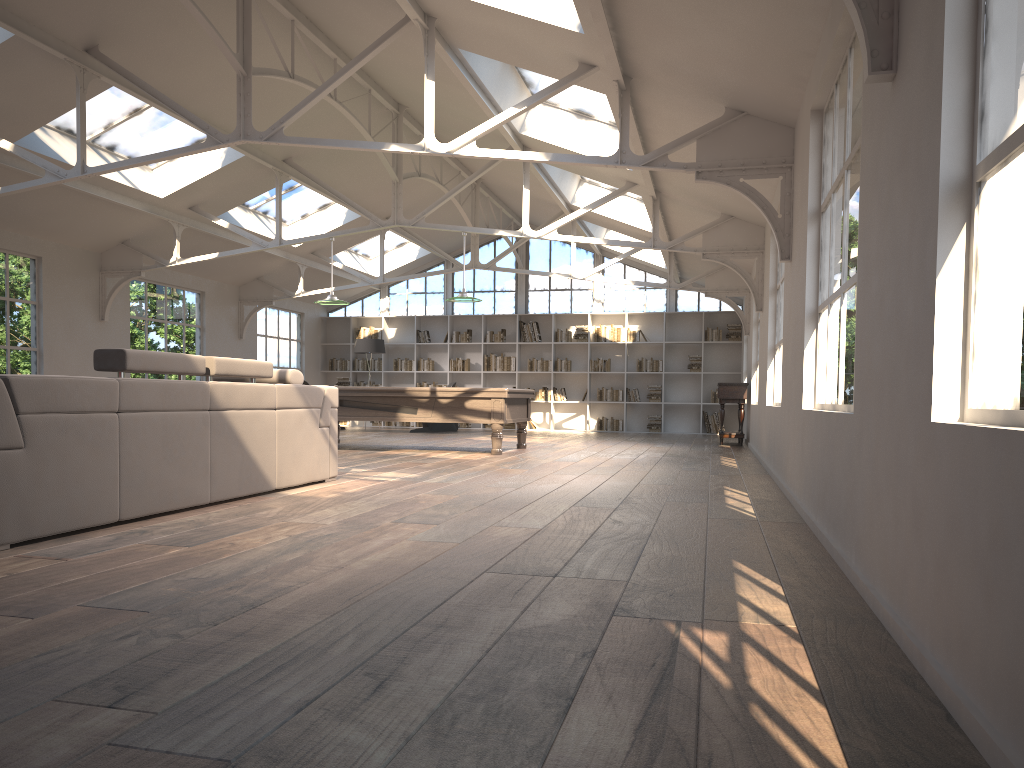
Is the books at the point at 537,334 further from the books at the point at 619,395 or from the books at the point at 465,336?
the books at the point at 619,395

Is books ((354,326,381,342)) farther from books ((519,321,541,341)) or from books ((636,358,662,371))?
books ((636,358,662,371))

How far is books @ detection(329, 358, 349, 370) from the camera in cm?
1870

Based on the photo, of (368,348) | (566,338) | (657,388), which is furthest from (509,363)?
(657,388)

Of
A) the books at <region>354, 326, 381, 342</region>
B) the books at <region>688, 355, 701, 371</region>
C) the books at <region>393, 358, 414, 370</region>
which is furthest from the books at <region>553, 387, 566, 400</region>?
the books at <region>354, 326, 381, 342</region>

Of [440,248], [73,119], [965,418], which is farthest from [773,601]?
[440,248]

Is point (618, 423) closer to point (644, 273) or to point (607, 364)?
point (607, 364)

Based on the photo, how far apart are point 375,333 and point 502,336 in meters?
2.7 m

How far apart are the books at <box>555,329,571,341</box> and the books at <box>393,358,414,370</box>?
3.1 meters

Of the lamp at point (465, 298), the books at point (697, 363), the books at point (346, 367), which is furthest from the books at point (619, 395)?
the lamp at point (465, 298)
